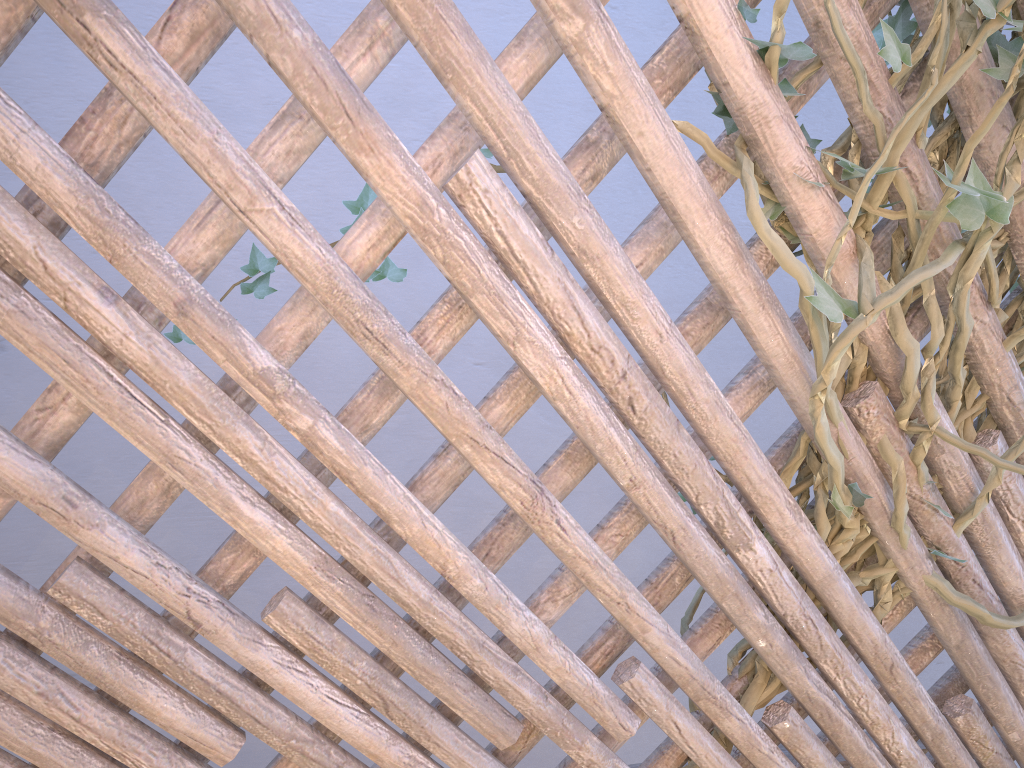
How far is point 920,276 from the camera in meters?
0.7 m

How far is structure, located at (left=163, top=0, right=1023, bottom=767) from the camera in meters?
0.7

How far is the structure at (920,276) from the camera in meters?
0.7 m
